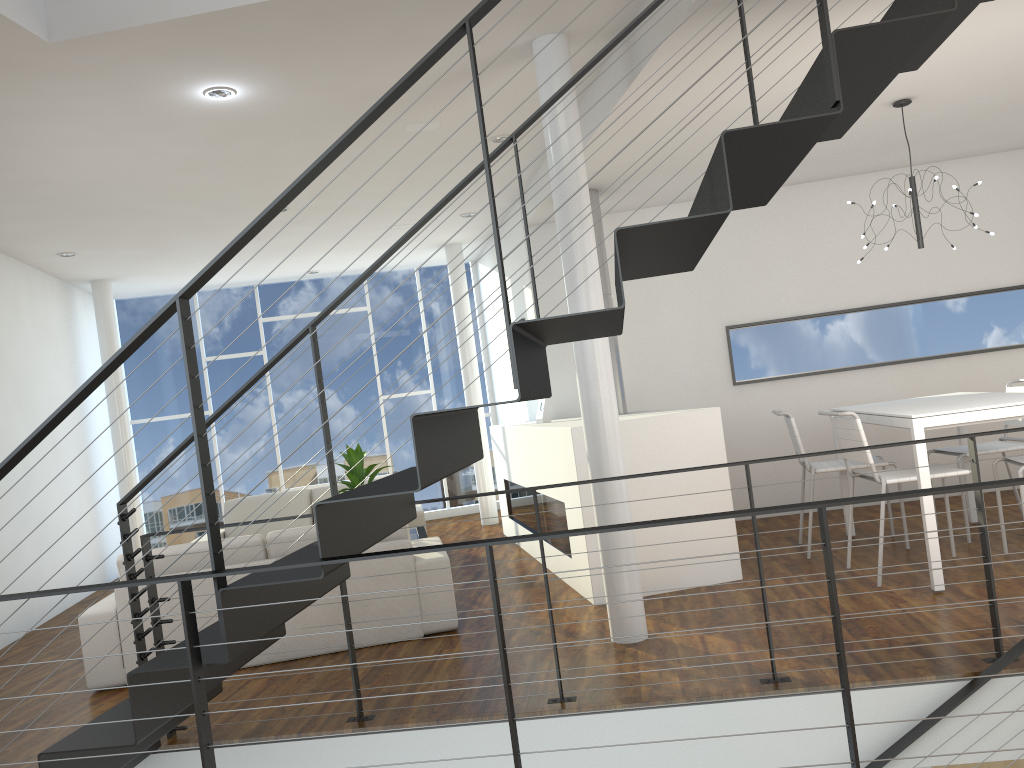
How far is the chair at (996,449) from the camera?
4.4 meters

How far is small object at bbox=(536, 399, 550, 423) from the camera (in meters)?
5.64

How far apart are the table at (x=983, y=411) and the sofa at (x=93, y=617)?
2.02m

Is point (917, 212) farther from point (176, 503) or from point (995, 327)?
point (176, 503)

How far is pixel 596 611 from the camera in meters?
4.0 m

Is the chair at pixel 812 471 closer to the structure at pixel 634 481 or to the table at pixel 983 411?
the table at pixel 983 411

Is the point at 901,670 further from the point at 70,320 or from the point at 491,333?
the point at 70,320

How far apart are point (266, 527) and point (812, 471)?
3.9m

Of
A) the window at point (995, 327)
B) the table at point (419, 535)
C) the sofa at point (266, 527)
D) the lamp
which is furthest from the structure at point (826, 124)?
the window at point (995, 327)

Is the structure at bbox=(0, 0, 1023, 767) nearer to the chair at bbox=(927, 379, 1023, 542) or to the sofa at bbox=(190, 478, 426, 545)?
the chair at bbox=(927, 379, 1023, 542)
